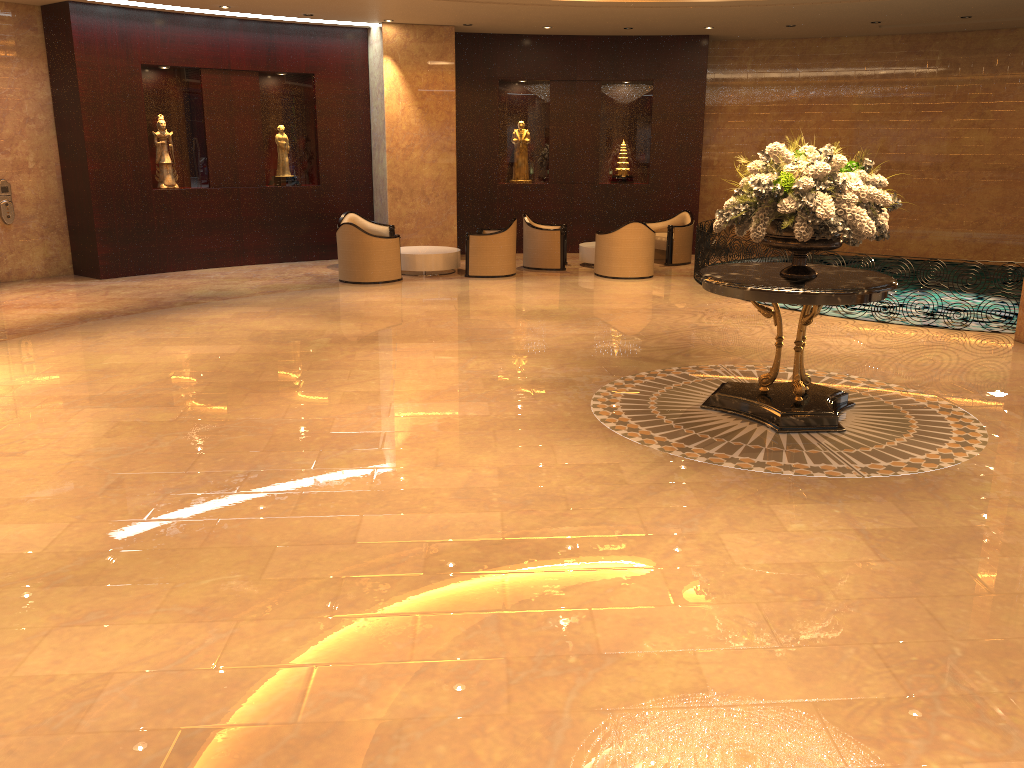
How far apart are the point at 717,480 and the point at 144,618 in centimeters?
340cm

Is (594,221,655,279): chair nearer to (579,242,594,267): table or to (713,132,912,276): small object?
(579,242,594,267): table

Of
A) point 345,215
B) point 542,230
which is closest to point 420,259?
point 345,215

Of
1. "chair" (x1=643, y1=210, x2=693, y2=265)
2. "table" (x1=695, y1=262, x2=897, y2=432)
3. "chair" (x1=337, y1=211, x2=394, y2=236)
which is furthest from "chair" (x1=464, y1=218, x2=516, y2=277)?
"table" (x1=695, y1=262, x2=897, y2=432)

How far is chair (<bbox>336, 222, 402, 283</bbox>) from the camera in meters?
13.2

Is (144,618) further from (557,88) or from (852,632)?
(557,88)

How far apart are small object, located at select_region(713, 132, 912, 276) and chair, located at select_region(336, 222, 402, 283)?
7.19m

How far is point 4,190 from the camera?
13.08m

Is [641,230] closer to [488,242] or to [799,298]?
[488,242]

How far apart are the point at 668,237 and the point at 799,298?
9.47m
